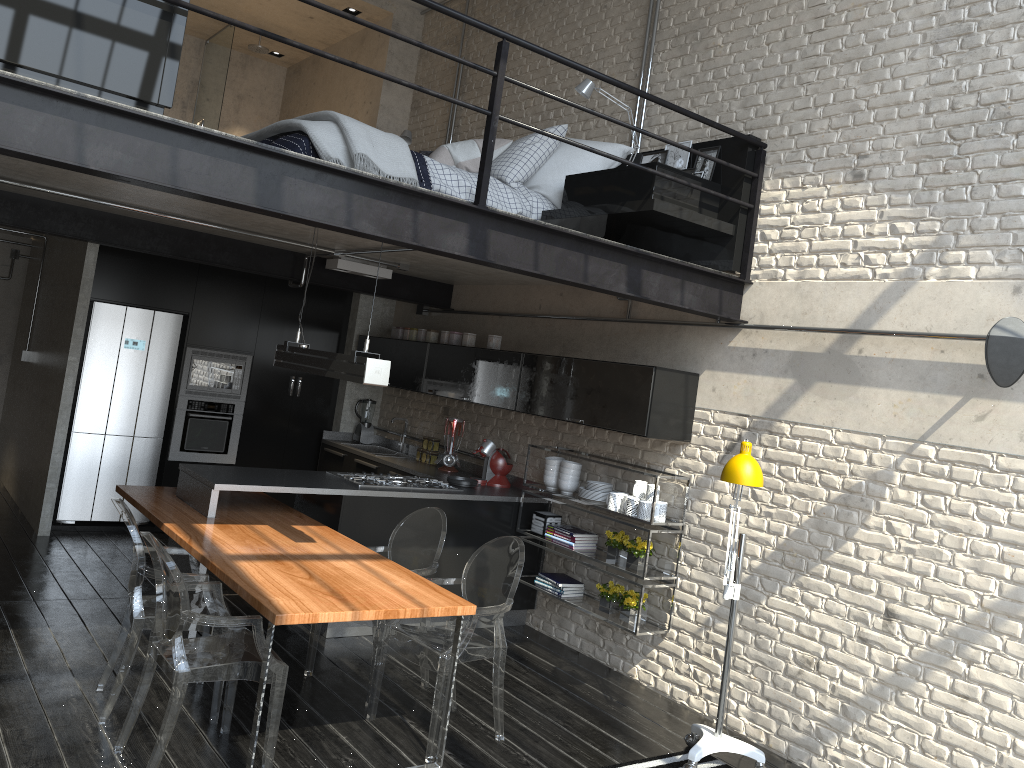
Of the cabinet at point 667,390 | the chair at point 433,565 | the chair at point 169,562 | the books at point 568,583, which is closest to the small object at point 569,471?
the cabinet at point 667,390

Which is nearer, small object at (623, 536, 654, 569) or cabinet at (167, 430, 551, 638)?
cabinet at (167, 430, 551, 638)

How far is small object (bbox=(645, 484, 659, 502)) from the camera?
5.4 meters

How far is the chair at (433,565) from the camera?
4.86m

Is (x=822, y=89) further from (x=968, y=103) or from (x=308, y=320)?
(x=308, y=320)

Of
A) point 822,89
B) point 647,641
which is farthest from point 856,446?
point 822,89

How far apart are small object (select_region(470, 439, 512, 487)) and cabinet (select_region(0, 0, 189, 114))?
3.8m

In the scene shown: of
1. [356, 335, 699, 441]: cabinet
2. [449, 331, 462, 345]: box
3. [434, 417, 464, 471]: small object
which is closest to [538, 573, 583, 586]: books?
[356, 335, 699, 441]: cabinet

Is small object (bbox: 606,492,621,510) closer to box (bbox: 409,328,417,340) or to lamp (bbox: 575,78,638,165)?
lamp (bbox: 575,78,638,165)

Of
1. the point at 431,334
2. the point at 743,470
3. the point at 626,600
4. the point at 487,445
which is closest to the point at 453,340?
the point at 431,334
